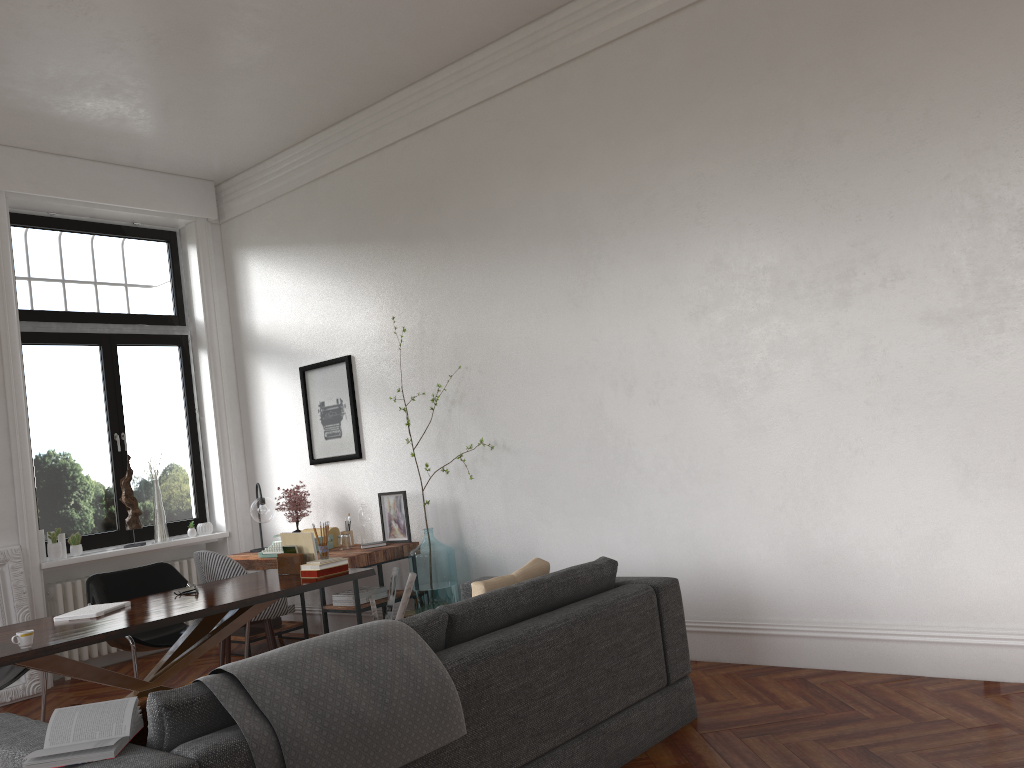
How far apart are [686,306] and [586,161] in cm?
115

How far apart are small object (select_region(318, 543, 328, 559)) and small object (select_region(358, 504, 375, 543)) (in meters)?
1.45

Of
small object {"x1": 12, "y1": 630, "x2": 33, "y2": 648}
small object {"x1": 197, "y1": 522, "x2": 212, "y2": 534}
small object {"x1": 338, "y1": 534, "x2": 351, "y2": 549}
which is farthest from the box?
small object {"x1": 12, "y1": 630, "x2": 33, "y2": 648}

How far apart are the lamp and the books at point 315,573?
2.14m

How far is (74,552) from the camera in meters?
6.8 m

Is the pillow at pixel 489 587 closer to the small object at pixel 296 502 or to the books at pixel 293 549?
the books at pixel 293 549

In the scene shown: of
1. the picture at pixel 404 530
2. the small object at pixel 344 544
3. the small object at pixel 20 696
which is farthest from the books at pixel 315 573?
the small object at pixel 20 696

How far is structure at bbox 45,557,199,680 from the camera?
6.7m

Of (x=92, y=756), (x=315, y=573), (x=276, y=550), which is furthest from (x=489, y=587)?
(x=276, y=550)

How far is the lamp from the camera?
6.9 meters
